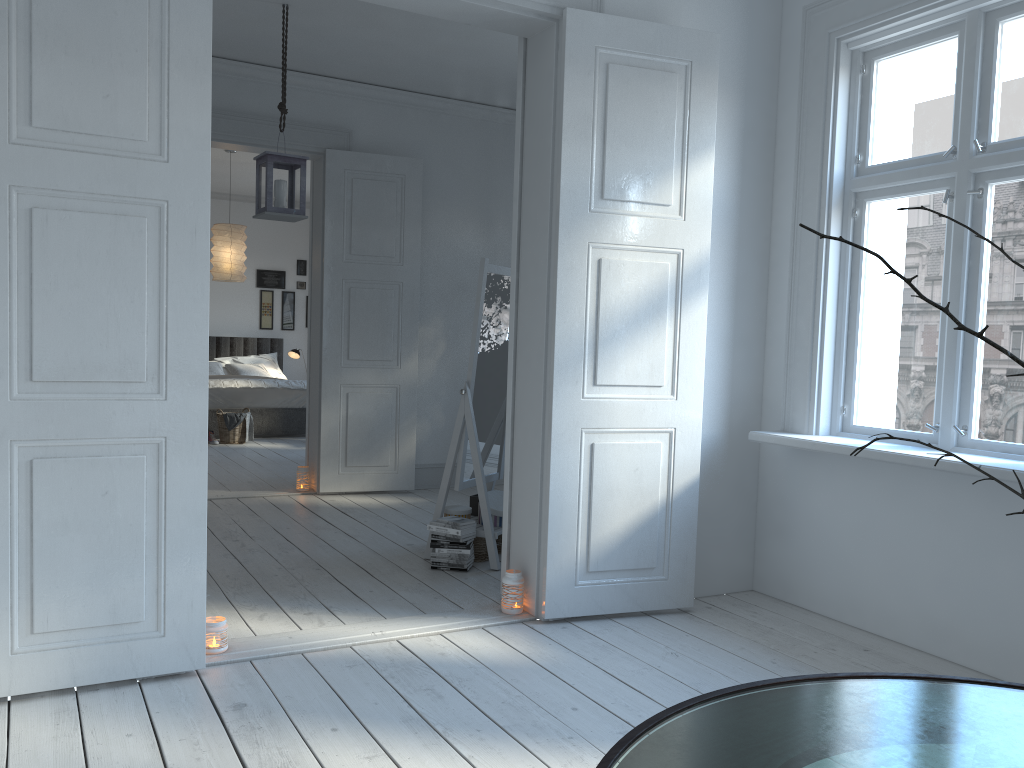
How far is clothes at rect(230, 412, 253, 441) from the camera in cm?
884

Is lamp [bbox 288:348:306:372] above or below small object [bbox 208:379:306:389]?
above

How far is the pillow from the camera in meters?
10.4 m

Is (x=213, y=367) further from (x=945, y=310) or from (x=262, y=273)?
(x=945, y=310)

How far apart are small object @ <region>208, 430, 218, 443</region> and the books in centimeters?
516cm

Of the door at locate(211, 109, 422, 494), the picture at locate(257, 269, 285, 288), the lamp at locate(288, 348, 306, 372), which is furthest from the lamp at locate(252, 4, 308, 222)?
the picture at locate(257, 269, 285, 288)

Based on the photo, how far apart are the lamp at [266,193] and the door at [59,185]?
1.5m

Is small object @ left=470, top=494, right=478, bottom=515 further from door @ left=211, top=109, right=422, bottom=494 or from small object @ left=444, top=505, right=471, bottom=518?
door @ left=211, top=109, right=422, bottom=494

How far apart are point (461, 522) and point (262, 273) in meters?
8.0

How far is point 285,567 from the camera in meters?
4.2
